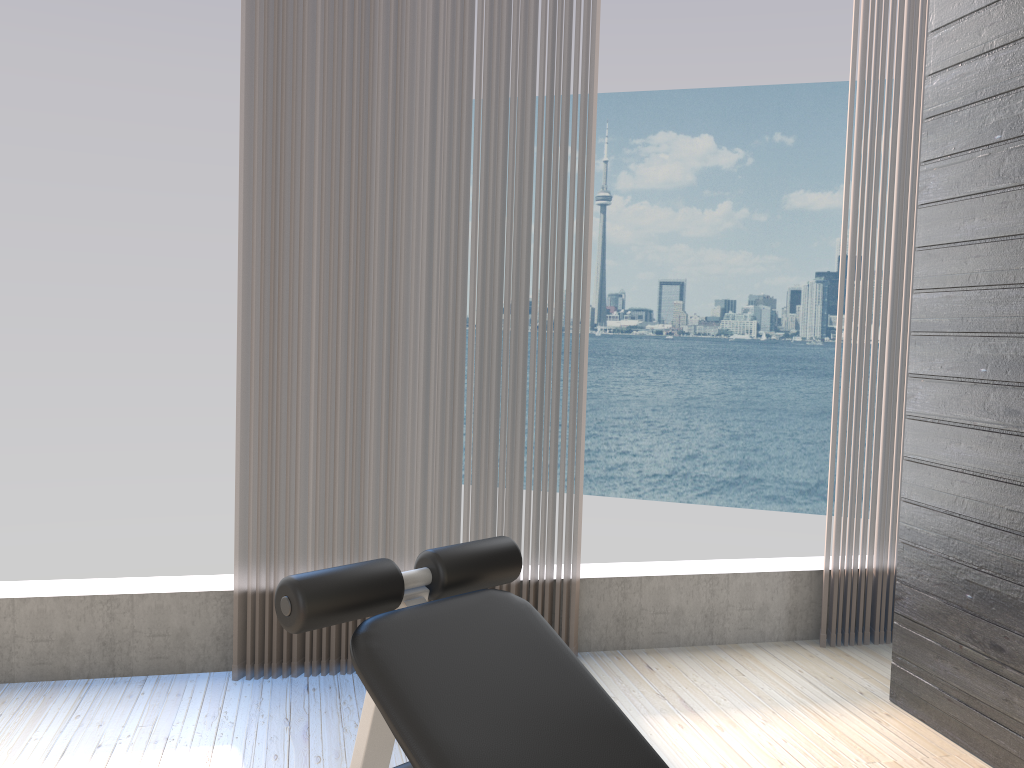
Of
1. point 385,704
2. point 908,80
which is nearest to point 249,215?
point 385,704

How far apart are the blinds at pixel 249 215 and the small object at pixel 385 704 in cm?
120

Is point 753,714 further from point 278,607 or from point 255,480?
point 278,607

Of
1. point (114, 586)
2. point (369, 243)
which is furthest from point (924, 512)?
point (114, 586)

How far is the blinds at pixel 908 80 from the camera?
3.1 meters

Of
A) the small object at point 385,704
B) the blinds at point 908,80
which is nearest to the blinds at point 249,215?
the blinds at point 908,80

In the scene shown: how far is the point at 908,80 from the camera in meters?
3.1 m

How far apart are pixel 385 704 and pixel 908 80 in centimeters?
292cm

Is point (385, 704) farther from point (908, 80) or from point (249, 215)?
point (908, 80)

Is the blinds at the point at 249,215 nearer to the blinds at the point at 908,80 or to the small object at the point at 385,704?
the blinds at the point at 908,80
